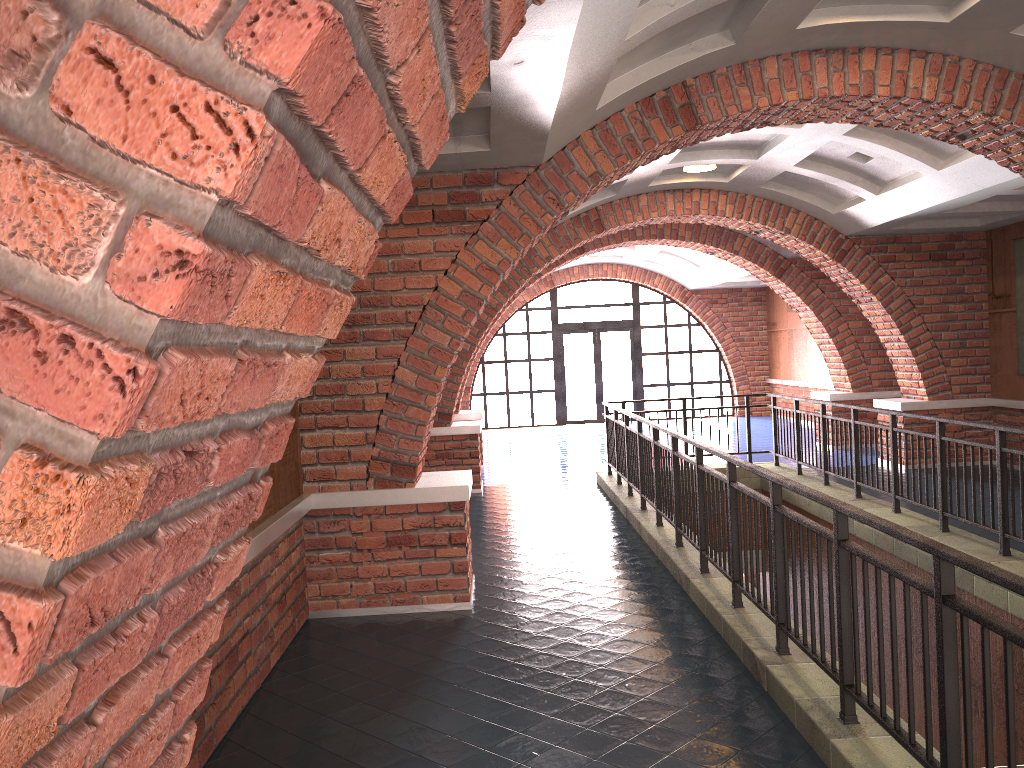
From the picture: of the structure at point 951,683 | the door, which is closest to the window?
the door

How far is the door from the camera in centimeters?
2087cm

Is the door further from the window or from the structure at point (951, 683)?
the structure at point (951, 683)

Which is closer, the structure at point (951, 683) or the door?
the structure at point (951, 683)

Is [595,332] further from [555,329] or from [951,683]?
[951,683]

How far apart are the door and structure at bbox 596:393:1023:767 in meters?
9.2

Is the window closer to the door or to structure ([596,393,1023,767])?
the door

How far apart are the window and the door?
0.16m

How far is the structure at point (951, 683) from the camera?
2.8 meters

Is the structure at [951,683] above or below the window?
below
